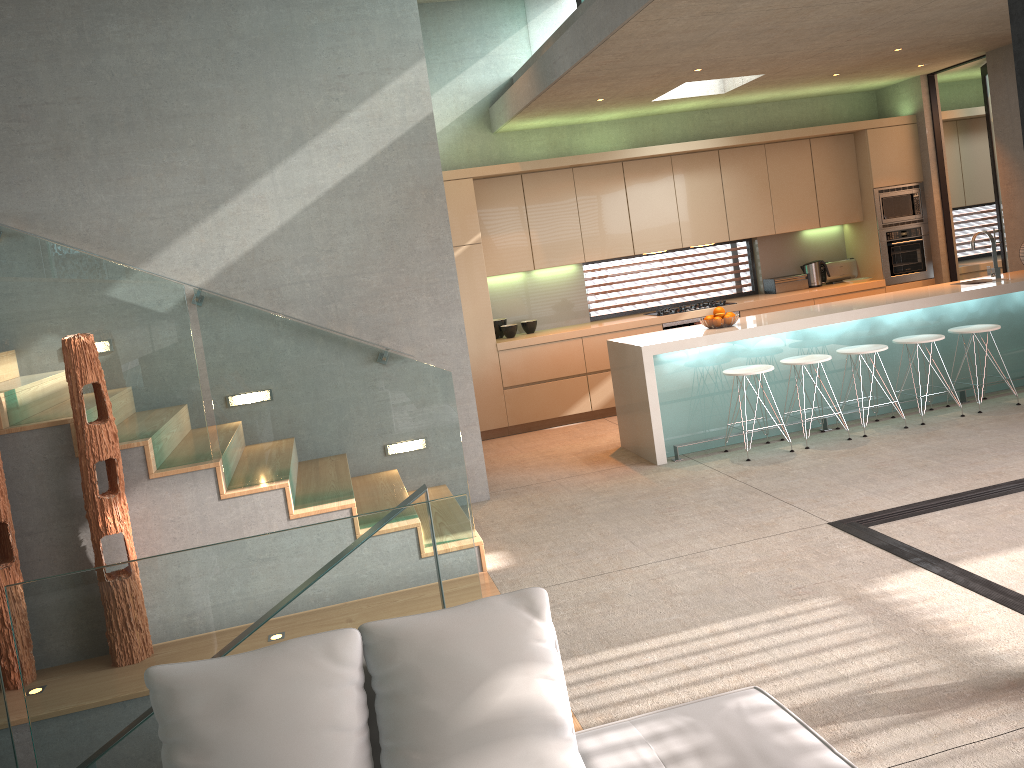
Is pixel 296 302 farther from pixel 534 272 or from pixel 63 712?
pixel 63 712

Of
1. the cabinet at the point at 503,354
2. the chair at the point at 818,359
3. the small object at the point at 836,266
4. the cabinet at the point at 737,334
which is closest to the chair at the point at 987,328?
the cabinet at the point at 737,334

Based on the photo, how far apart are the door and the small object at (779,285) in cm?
148

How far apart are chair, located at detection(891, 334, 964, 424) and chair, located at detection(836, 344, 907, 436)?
0.3m

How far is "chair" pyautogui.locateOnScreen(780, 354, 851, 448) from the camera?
6.60m

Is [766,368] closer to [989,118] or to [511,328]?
[511,328]

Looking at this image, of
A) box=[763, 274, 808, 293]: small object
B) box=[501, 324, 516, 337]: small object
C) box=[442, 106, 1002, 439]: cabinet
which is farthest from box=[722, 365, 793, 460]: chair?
box=[763, 274, 808, 293]: small object

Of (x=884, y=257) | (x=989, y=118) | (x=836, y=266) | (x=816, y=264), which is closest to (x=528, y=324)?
(x=816, y=264)

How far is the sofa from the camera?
2.2m

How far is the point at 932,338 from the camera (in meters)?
6.79
